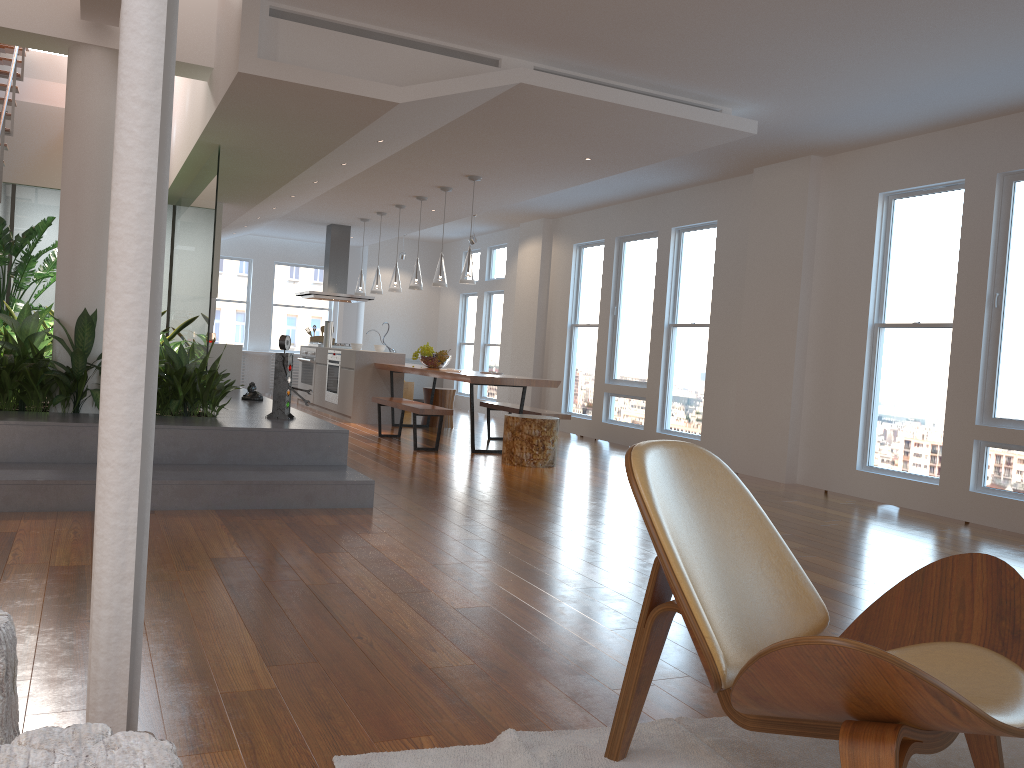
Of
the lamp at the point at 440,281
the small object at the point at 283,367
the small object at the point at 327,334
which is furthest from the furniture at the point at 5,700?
the small object at the point at 327,334

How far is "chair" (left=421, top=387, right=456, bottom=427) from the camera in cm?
1033

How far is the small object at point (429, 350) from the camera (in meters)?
9.35

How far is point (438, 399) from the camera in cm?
1033

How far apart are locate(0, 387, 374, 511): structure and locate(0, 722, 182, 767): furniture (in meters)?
3.37

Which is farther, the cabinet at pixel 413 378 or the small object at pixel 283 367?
the cabinet at pixel 413 378

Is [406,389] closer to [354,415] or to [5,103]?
[354,415]

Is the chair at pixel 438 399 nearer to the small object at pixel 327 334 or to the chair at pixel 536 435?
the small object at pixel 327 334

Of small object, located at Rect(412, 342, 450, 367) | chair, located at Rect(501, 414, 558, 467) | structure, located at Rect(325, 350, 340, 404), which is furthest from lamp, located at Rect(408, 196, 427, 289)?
chair, located at Rect(501, 414, 558, 467)

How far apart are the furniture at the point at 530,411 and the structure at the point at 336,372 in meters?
2.4
